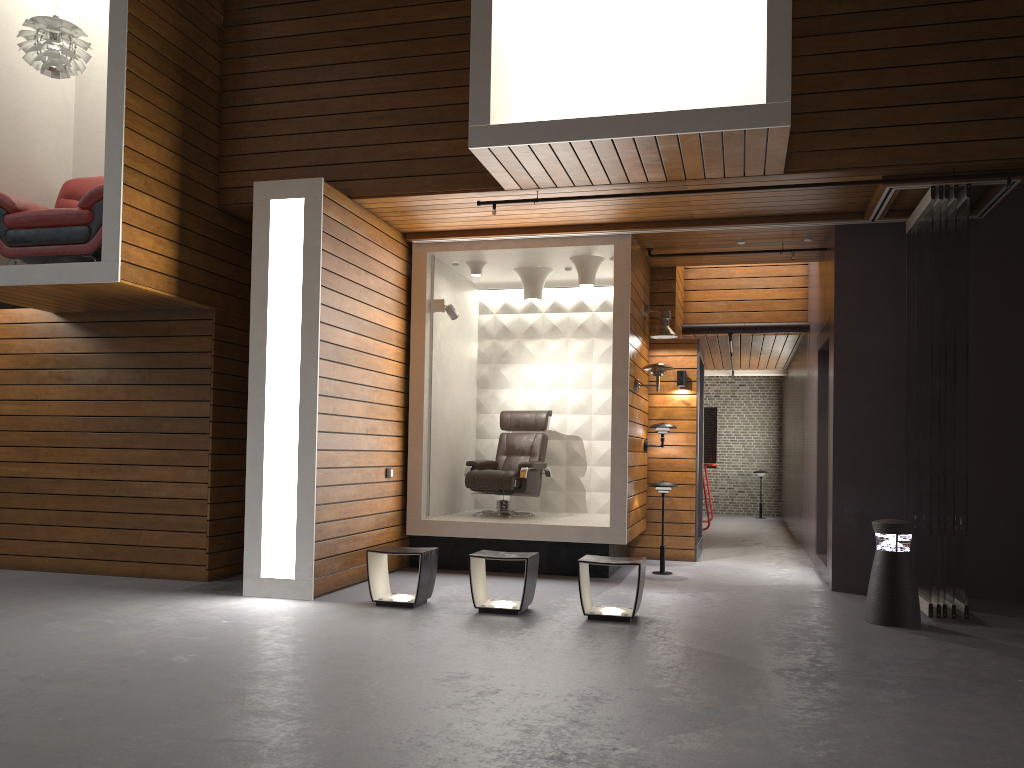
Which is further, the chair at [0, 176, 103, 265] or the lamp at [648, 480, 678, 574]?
the lamp at [648, 480, 678, 574]

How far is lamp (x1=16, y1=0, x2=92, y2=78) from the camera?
6.5 meters

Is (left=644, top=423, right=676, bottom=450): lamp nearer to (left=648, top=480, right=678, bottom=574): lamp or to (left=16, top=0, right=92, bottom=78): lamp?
(left=648, top=480, right=678, bottom=574): lamp

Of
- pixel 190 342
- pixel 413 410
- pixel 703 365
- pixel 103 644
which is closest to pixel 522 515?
pixel 413 410

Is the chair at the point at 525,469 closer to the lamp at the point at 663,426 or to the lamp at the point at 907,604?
the lamp at the point at 663,426

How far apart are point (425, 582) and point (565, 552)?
2.0m

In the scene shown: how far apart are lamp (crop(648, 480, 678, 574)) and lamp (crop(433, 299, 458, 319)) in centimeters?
244cm

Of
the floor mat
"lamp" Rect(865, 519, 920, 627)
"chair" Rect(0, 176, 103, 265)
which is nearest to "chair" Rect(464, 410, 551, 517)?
the floor mat

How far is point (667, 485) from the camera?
8.1m

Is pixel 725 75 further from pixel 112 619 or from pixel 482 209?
pixel 112 619
